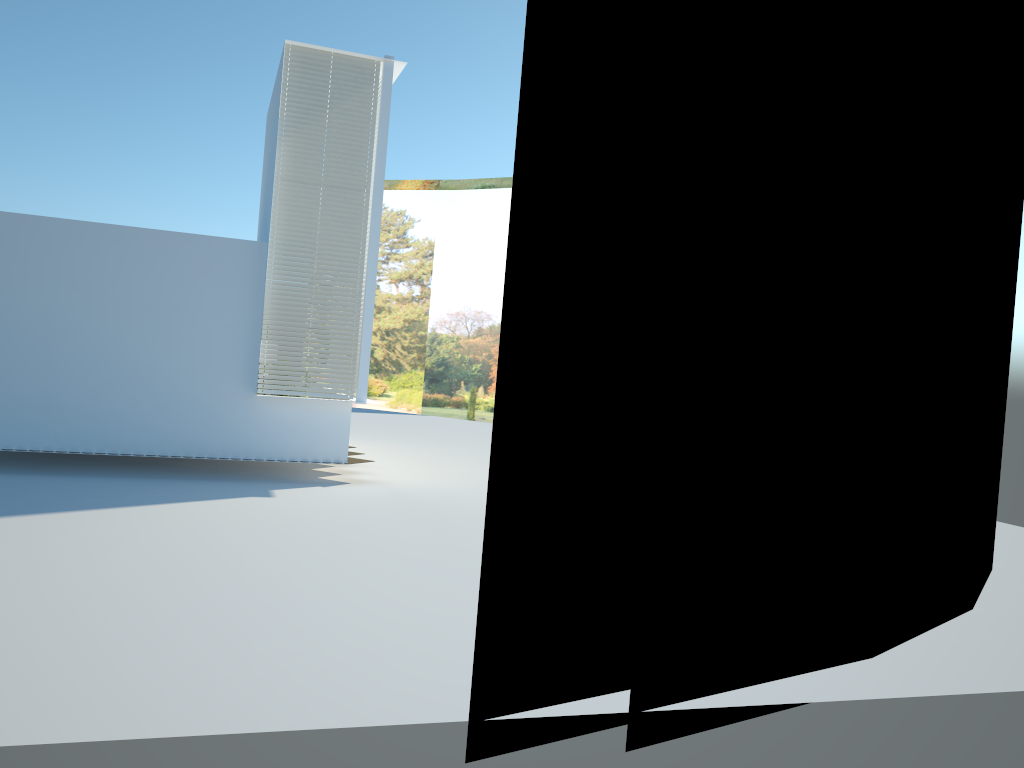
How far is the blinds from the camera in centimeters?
1071cm

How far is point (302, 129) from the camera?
10.71m

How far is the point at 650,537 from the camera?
4.5m

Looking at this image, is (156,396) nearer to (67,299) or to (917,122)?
(67,299)

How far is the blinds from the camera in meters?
10.7
